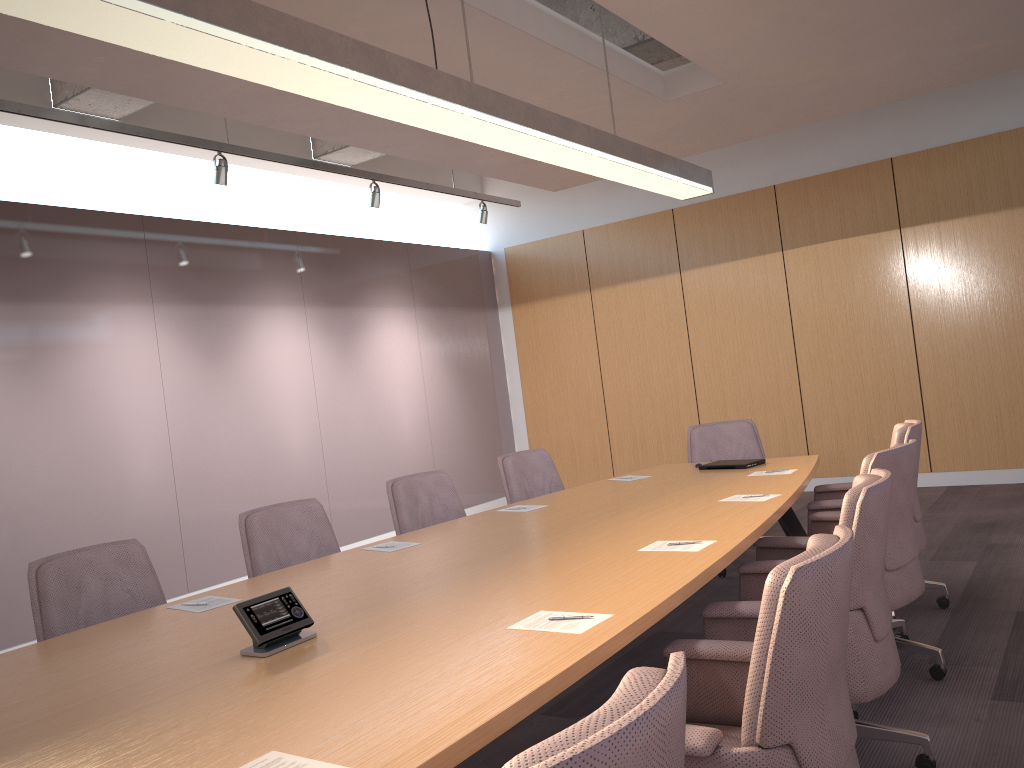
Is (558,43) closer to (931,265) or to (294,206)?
(294,206)

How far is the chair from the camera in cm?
119

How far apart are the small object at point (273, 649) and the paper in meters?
0.6

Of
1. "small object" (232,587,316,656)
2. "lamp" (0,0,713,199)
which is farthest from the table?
"lamp" (0,0,713,199)

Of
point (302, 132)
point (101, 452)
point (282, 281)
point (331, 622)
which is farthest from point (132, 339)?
point (331, 622)

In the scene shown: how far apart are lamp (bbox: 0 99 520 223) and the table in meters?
3.0 m

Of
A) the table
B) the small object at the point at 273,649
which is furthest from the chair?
the small object at the point at 273,649

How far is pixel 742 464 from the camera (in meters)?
5.07

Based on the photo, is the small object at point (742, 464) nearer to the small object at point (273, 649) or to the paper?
the paper

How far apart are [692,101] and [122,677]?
4.9m
